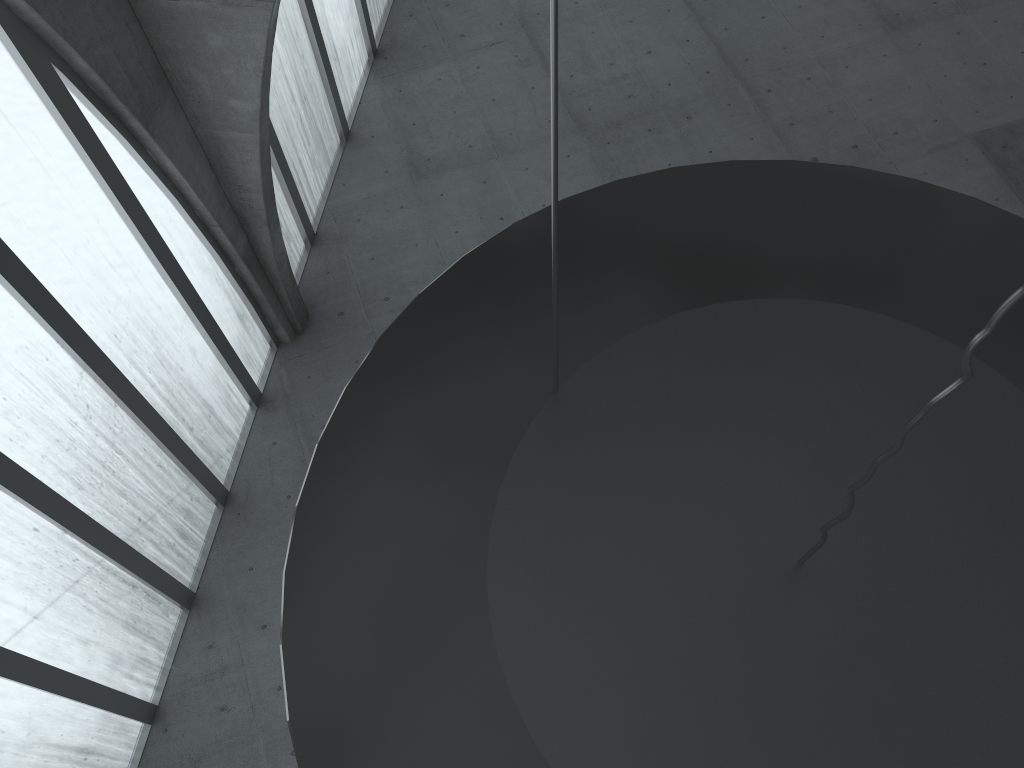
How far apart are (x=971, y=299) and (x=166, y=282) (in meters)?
17.95

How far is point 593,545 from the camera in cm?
857

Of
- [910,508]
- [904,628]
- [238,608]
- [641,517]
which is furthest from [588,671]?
[238,608]
